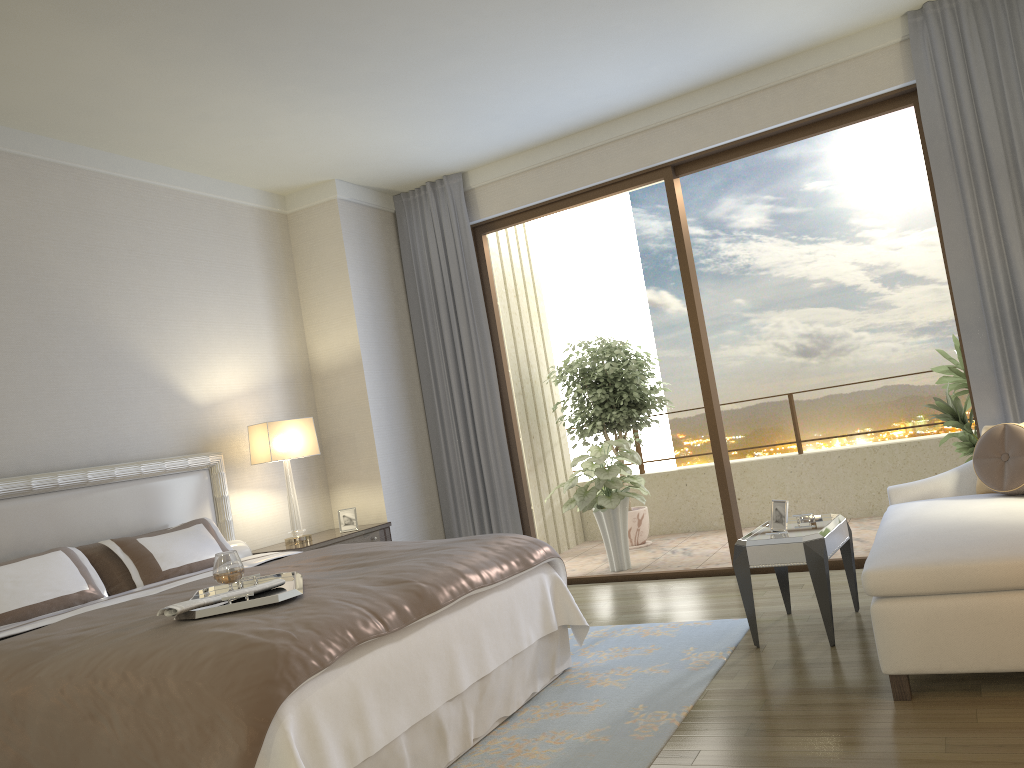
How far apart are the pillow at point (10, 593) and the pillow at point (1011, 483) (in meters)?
4.06

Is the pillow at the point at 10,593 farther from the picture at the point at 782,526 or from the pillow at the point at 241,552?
the picture at the point at 782,526

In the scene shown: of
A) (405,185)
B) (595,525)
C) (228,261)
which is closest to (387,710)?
(228,261)

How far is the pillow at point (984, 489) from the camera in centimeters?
430cm

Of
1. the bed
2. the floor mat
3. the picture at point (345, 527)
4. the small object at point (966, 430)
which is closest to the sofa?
the floor mat

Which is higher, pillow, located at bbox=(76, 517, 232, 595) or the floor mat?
pillow, located at bbox=(76, 517, 232, 595)

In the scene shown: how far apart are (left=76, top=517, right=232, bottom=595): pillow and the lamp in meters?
0.7 m

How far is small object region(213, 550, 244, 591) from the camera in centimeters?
316cm

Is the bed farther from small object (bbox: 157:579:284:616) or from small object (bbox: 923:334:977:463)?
small object (bbox: 923:334:977:463)

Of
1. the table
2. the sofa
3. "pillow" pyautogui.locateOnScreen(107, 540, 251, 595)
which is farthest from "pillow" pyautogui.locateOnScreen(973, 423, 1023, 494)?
"pillow" pyautogui.locateOnScreen(107, 540, 251, 595)
